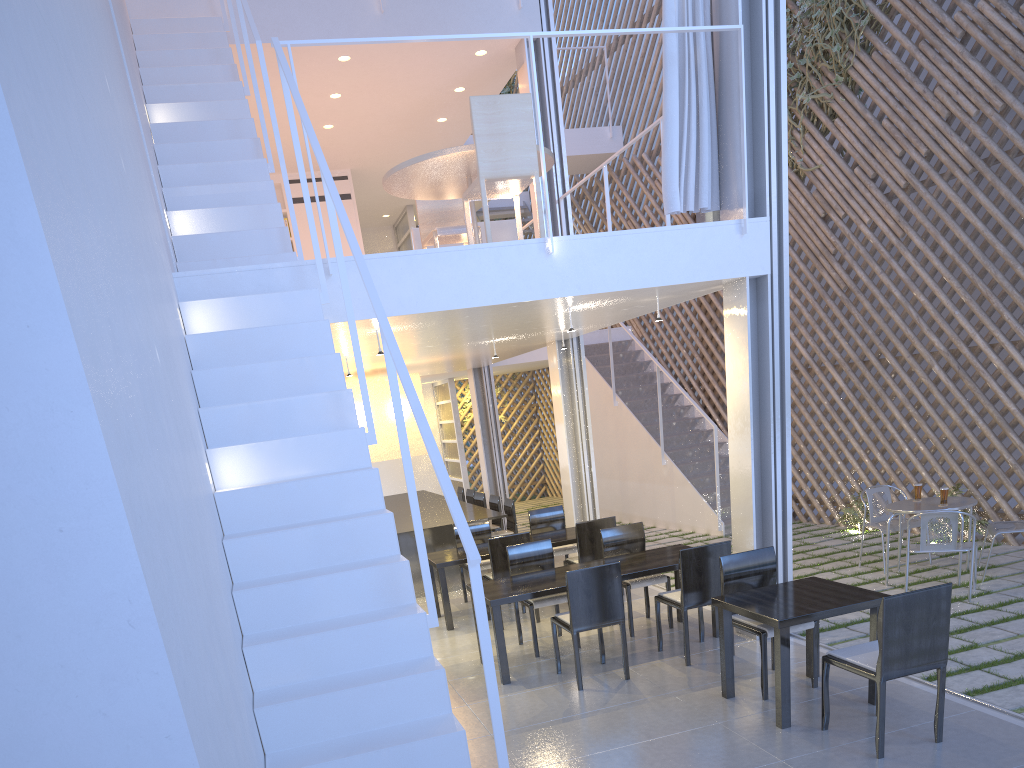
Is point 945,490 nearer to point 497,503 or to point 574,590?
point 574,590

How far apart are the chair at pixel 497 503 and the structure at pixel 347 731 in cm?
266

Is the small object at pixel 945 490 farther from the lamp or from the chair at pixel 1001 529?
the lamp

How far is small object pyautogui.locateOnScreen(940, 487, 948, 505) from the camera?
Result: 3.44m

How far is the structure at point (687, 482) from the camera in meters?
5.5

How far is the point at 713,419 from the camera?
6.24m

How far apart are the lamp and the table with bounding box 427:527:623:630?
0.9m

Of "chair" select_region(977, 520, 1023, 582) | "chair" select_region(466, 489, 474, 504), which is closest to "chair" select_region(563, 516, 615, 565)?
"chair" select_region(977, 520, 1023, 582)

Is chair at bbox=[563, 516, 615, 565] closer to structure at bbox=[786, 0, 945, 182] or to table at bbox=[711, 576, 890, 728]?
table at bbox=[711, 576, 890, 728]

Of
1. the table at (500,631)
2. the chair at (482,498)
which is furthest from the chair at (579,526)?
the chair at (482,498)
